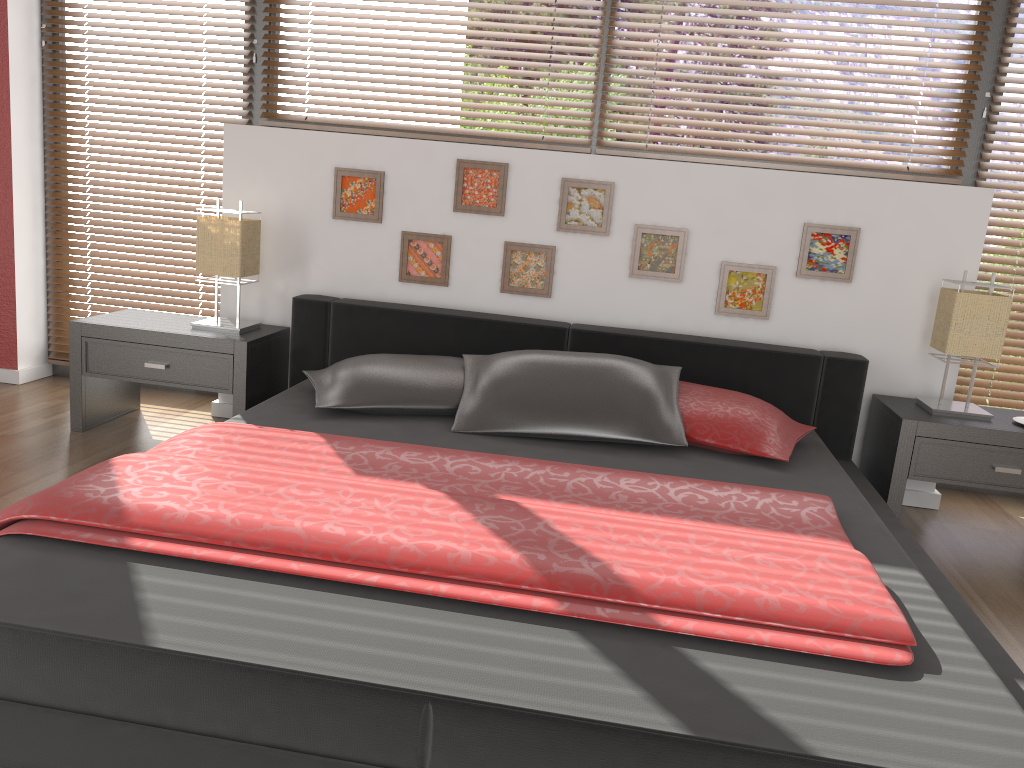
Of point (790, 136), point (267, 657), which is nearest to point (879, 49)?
point (790, 136)

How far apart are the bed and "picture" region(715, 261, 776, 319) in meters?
0.2 m

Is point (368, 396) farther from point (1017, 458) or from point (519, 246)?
point (1017, 458)

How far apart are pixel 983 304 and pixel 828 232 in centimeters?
59cm

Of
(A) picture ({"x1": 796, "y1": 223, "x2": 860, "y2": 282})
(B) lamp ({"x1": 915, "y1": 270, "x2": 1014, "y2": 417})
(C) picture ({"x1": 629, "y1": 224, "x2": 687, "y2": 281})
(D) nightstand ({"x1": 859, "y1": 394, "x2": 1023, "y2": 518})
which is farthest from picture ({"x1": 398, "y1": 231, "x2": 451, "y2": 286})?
(B) lamp ({"x1": 915, "y1": 270, "x2": 1014, "y2": 417})

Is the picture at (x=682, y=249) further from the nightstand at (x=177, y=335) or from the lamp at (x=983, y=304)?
the nightstand at (x=177, y=335)

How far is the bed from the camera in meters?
1.3

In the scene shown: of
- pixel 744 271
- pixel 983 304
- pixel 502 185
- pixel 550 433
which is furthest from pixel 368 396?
pixel 983 304

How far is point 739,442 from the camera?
2.7m

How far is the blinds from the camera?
3.40m
